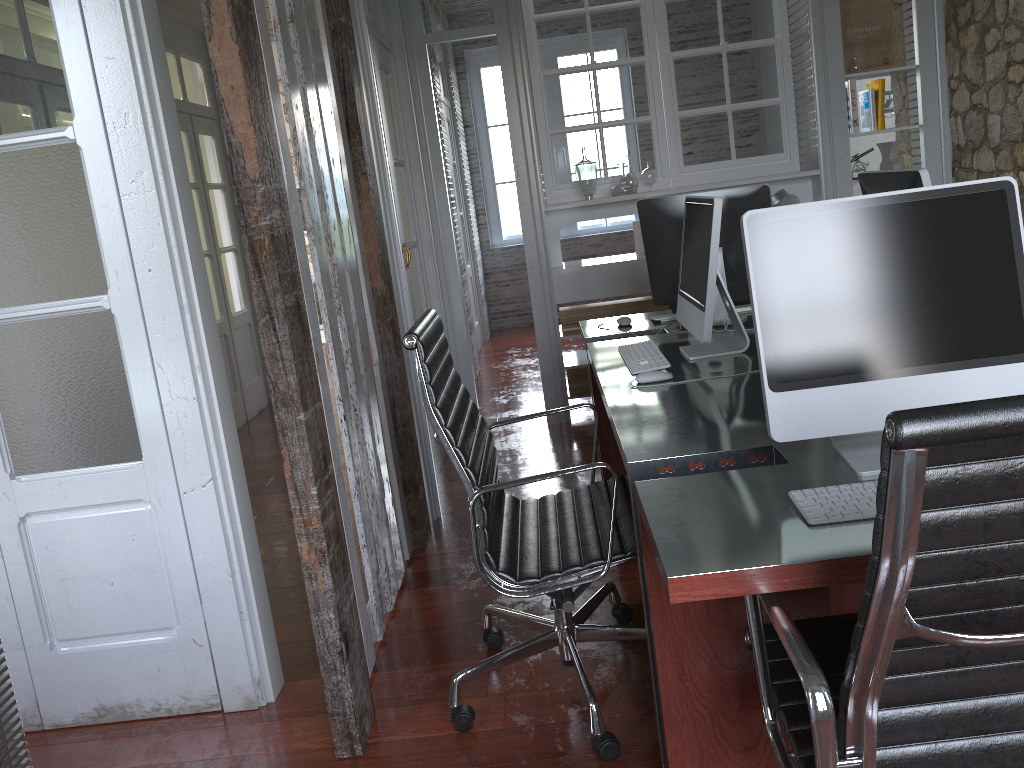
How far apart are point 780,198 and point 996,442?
4.0m

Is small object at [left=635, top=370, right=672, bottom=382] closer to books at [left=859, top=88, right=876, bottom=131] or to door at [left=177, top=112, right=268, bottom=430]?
books at [left=859, top=88, right=876, bottom=131]

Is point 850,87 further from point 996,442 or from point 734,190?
point 996,442

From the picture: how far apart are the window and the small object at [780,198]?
3.9 meters

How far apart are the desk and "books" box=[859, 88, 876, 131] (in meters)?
2.08

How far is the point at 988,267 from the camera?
1.6 meters

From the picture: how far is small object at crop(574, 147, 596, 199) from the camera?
4.82m

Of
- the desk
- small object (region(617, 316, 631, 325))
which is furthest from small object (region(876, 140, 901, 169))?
small object (region(617, 316, 631, 325))

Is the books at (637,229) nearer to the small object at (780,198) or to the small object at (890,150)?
the small object at (780,198)

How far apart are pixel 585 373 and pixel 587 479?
1.1 meters
